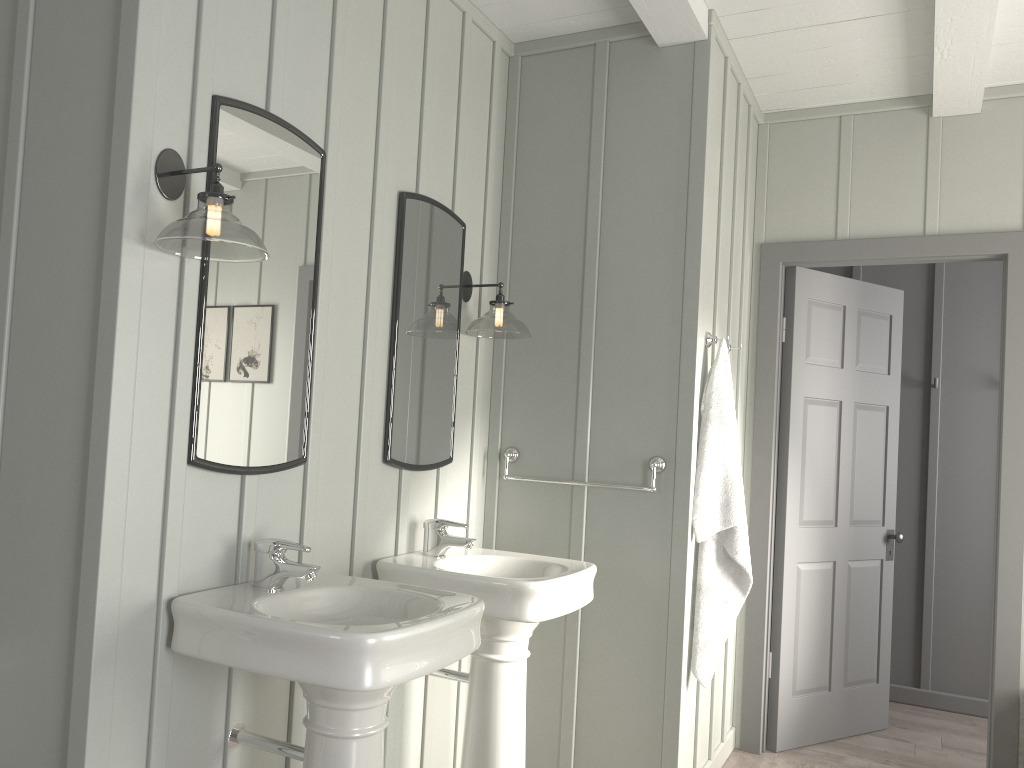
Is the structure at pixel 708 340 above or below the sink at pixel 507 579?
above

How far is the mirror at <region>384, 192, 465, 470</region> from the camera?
2.7m

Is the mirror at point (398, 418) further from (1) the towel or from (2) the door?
(2) the door

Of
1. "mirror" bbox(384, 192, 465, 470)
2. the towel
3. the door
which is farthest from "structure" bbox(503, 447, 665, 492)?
the door

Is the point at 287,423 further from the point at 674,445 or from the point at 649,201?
the point at 649,201

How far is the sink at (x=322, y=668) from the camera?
1.7m

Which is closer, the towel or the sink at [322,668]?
the sink at [322,668]

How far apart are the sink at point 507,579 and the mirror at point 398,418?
0.2 meters

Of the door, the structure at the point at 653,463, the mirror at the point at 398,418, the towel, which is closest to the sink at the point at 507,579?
the mirror at the point at 398,418

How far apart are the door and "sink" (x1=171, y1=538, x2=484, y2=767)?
2.1m
